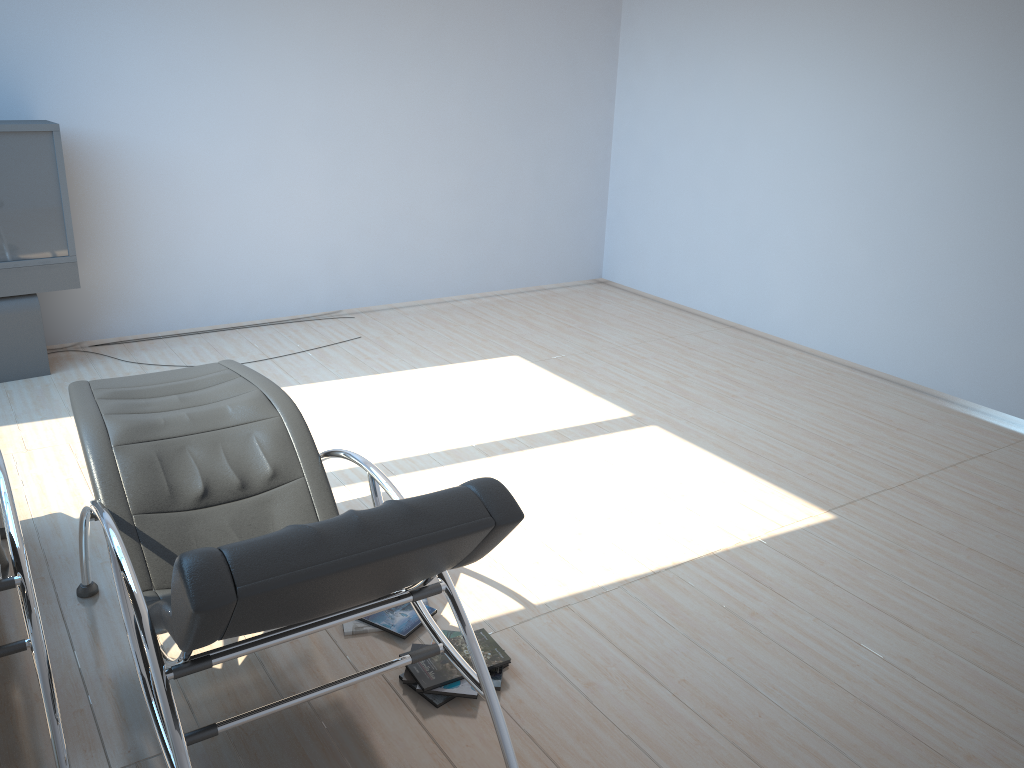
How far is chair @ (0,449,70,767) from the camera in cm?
226

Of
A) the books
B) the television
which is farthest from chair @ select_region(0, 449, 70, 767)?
the television

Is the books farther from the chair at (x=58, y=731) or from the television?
the television

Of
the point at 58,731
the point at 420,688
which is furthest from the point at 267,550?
the point at 420,688

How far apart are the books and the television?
3.3m

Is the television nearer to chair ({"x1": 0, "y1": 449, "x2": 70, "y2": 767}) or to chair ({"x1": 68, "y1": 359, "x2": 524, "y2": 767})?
chair ({"x1": 0, "y1": 449, "x2": 70, "y2": 767})

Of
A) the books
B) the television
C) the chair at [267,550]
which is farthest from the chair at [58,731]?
the television

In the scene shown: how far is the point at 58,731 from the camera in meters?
2.3 m

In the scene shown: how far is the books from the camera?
2.74m

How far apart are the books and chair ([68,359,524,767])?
0.27m
